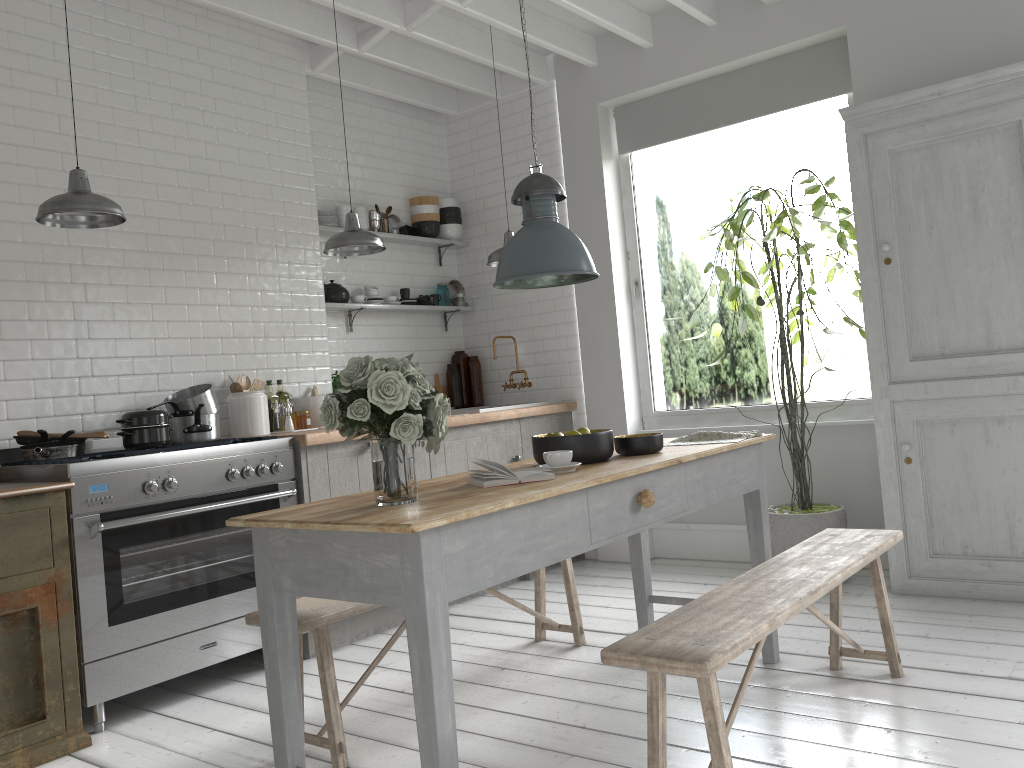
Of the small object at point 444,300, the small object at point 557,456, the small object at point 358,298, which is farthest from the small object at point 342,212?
the small object at point 557,456

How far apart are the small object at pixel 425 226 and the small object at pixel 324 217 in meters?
1.0 m

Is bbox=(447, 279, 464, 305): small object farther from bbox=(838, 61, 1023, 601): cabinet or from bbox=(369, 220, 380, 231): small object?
bbox=(838, 61, 1023, 601): cabinet

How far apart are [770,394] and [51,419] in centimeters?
2110cm

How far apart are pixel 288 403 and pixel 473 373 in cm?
226

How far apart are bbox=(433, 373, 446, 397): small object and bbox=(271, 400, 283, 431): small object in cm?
202

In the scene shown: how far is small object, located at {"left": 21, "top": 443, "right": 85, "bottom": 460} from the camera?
4.6m

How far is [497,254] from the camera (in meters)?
6.41

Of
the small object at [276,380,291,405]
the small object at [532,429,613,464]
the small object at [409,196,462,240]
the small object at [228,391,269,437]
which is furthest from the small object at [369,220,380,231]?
the small object at [532,429,613,464]

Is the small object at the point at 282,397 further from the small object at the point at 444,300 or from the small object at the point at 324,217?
the small object at the point at 444,300
